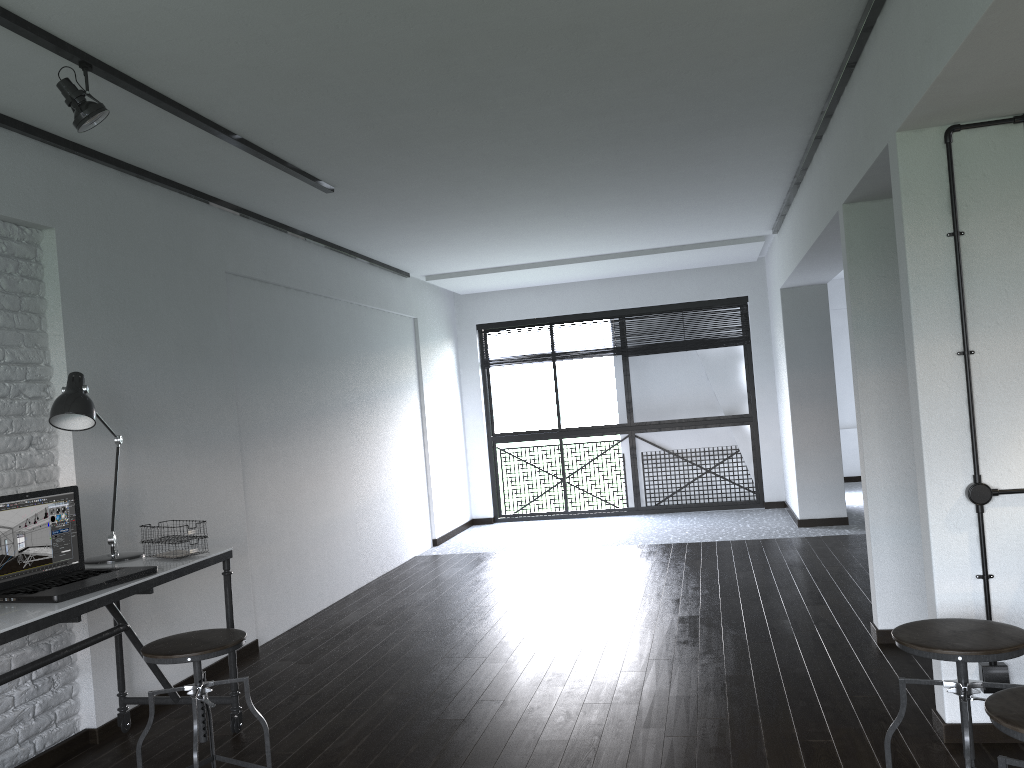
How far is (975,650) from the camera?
2.1 meters

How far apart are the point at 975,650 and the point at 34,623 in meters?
2.4 m

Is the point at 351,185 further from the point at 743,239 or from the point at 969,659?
the point at 743,239

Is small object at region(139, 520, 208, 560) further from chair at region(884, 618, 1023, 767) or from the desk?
chair at region(884, 618, 1023, 767)

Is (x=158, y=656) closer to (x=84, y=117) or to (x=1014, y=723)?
(x=84, y=117)

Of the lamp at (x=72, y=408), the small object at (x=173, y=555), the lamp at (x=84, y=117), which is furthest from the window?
the lamp at (x=84, y=117)

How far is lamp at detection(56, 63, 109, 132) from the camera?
2.76m

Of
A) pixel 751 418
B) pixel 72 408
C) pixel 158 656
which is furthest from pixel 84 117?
pixel 751 418

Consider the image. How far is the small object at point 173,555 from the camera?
3.24m

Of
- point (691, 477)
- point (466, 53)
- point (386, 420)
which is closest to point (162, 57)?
point (466, 53)
